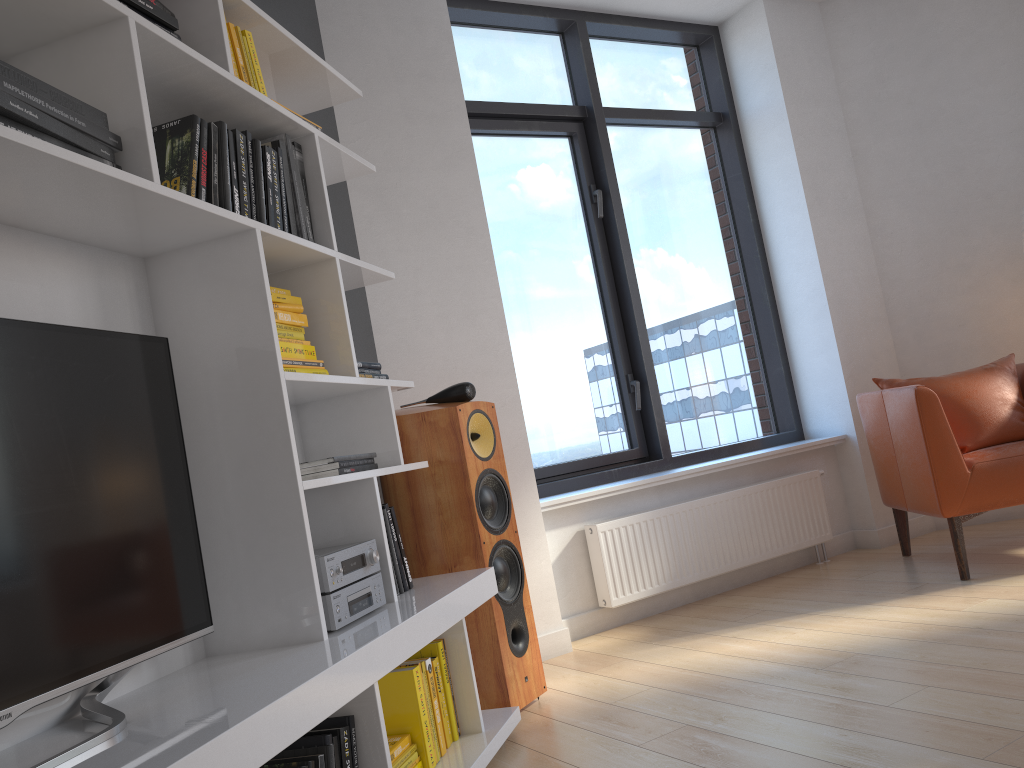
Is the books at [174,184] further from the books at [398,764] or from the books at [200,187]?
the books at [398,764]

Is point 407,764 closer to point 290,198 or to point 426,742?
point 426,742

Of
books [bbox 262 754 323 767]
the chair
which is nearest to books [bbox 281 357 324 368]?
books [bbox 262 754 323 767]

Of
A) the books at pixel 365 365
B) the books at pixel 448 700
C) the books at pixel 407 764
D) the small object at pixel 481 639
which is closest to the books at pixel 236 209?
the books at pixel 365 365

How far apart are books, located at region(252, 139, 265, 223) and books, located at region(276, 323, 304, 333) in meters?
0.3 m

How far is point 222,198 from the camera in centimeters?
197cm

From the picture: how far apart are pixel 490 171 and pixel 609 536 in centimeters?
184cm

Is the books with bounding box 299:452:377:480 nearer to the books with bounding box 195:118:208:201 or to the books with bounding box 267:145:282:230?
the books with bounding box 267:145:282:230

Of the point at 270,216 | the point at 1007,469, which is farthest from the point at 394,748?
the point at 1007,469

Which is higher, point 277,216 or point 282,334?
point 277,216
